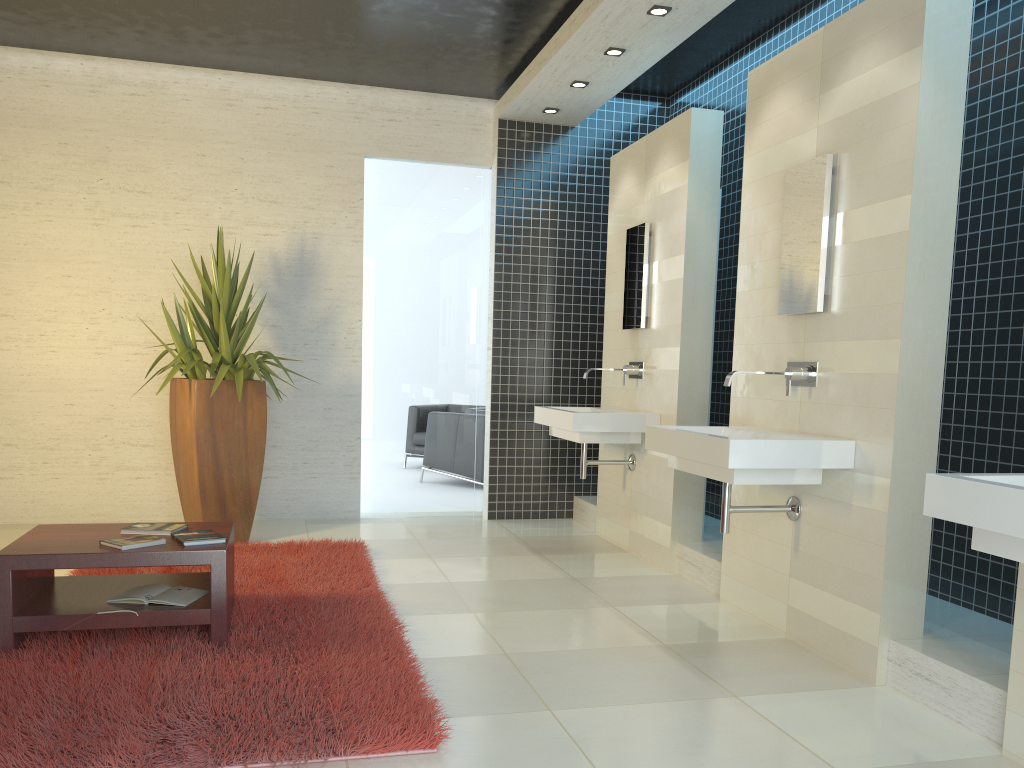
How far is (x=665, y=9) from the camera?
4.8m

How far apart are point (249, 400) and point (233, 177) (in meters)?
1.92

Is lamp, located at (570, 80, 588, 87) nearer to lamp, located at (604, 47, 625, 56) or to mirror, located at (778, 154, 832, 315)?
lamp, located at (604, 47, 625, 56)

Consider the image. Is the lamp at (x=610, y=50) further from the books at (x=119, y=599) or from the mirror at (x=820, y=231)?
the books at (x=119, y=599)

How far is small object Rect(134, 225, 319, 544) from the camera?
5.59m

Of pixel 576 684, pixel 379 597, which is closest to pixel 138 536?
pixel 379 597

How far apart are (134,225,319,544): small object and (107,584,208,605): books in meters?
1.8

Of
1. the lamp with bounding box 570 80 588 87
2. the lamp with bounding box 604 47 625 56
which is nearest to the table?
the lamp with bounding box 604 47 625 56

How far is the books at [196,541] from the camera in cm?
359

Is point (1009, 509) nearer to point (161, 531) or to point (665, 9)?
point (161, 531)
